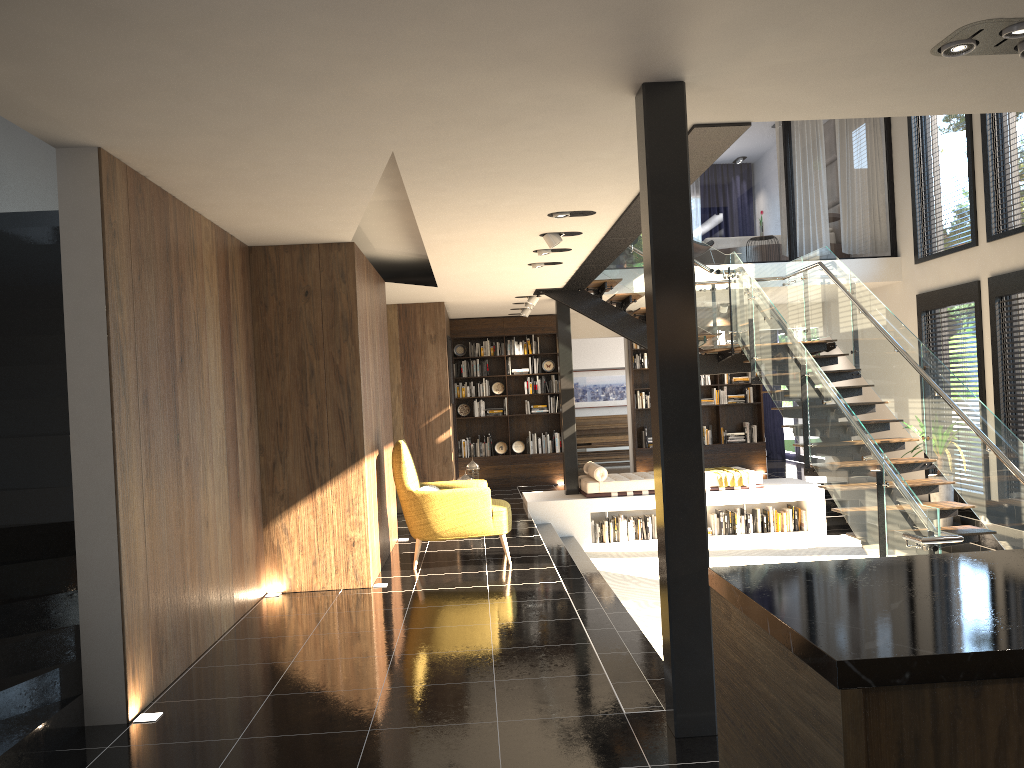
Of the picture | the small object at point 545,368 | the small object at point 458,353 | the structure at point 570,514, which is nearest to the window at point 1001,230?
the structure at point 570,514

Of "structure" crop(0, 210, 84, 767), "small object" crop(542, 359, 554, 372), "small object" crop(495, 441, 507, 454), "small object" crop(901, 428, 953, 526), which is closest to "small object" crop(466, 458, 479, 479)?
"small object" crop(495, 441, 507, 454)

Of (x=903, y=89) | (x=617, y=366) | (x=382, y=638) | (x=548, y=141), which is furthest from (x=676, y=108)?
(x=617, y=366)

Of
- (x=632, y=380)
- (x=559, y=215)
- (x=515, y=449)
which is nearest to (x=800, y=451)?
(x=632, y=380)

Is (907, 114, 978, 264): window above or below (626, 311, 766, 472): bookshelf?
above

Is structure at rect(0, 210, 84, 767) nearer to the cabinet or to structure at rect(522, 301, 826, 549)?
the cabinet

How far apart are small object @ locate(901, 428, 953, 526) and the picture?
8.2m

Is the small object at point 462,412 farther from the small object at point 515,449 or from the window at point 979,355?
the window at point 979,355

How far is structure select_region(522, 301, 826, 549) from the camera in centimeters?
1110cm

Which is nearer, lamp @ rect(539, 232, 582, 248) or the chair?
lamp @ rect(539, 232, 582, 248)
